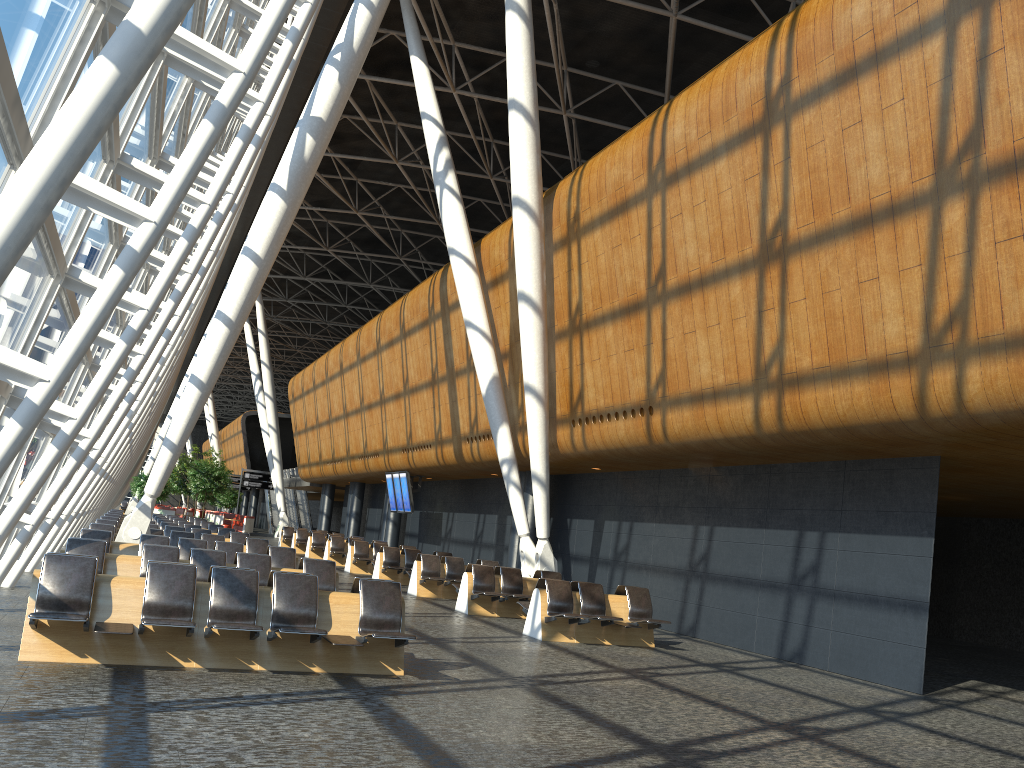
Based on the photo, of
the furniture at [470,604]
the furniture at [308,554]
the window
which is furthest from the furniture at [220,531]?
the furniture at [470,604]

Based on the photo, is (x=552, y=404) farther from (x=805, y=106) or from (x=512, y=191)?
(x=805, y=106)

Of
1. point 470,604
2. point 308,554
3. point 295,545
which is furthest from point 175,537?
point 295,545

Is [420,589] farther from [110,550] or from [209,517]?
[209,517]

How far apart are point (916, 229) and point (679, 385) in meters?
4.7 m

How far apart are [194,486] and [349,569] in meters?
24.9

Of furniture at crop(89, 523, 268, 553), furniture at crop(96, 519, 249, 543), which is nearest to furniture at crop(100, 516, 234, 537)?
furniture at crop(96, 519, 249, 543)

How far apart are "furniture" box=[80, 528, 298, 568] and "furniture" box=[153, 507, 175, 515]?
33.1 meters

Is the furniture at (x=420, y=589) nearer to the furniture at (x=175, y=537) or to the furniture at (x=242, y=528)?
the furniture at (x=175, y=537)

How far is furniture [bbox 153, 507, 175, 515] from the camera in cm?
4392
